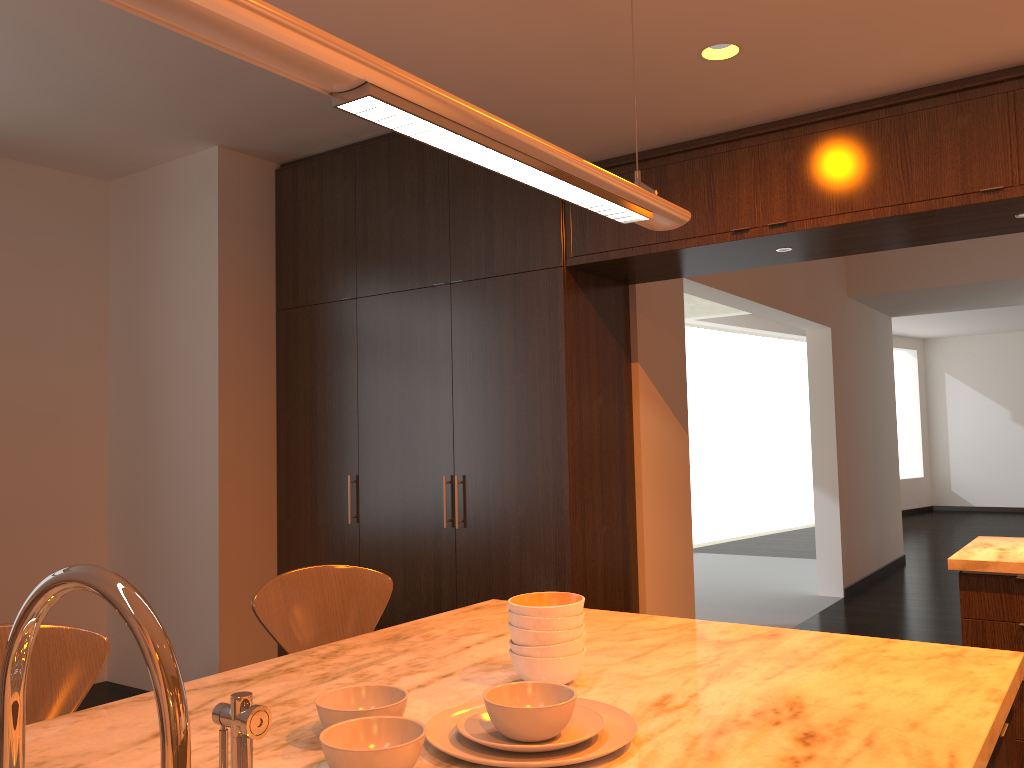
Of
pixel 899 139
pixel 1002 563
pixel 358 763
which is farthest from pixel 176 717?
pixel 899 139

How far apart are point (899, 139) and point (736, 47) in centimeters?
79cm

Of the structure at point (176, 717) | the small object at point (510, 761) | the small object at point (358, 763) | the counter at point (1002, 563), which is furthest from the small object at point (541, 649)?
the counter at point (1002, 563)

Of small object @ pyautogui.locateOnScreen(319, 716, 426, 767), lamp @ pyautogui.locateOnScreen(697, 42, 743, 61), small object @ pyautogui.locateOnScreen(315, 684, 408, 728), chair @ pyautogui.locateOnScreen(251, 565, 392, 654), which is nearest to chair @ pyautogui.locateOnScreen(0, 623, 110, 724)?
chair @ pyautogui.locateOnScreen(251, 565, 392, 654)

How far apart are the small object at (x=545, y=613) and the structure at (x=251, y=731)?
0.6m

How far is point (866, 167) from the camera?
3.28m

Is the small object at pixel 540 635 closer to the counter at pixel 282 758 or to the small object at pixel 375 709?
the counter at pixel 282 758

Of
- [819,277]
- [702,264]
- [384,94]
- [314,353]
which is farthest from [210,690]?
[819,277]

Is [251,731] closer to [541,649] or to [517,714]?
[517,714]

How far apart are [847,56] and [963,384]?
14.1m
